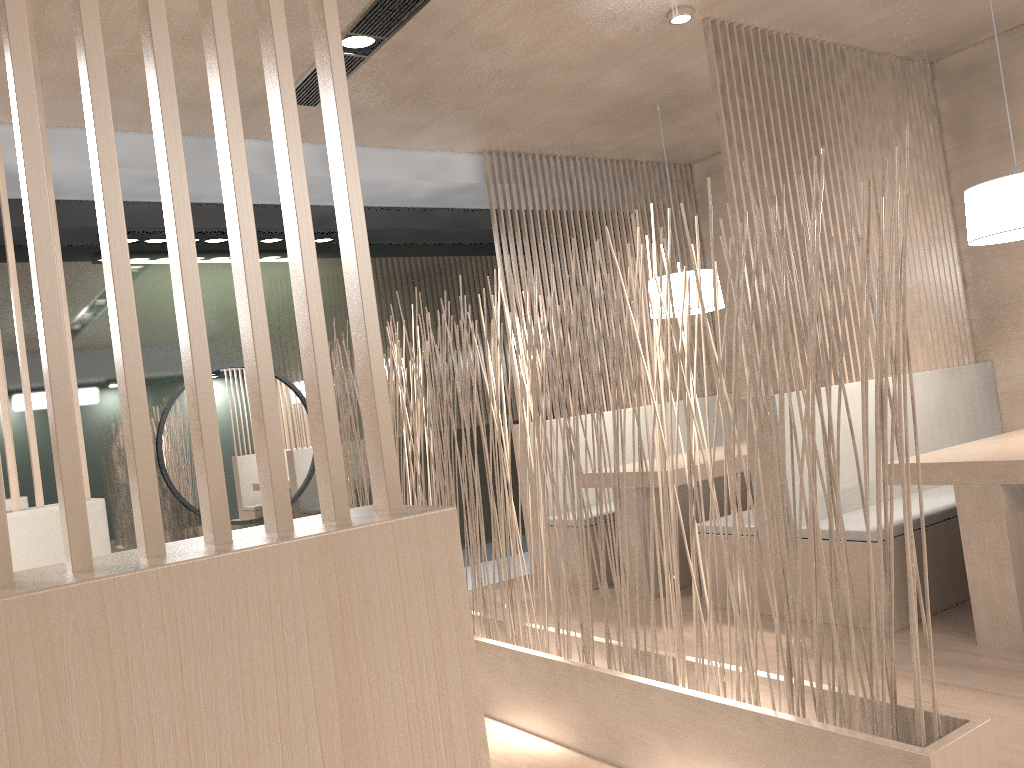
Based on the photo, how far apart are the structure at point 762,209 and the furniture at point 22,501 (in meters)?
1.96

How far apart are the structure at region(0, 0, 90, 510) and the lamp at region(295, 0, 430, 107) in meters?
1.0 m

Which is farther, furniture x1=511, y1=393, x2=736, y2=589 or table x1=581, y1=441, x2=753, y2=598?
furniture x1=511, y1=393, x2=736, y2=589

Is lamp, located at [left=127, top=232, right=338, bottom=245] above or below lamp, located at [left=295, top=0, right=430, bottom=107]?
below

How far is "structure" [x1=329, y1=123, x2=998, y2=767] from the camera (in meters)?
1.13

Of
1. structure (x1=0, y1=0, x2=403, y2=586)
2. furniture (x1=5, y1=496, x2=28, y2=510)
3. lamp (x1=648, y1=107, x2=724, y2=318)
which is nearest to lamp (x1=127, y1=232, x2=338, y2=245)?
furniture (x1=5, y1=496, x2=28, y2=510)

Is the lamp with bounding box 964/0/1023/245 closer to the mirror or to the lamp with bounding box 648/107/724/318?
the lamp with bounding box 648/107/724/318

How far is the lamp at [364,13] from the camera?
2.06m

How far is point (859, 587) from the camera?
2.1 meters

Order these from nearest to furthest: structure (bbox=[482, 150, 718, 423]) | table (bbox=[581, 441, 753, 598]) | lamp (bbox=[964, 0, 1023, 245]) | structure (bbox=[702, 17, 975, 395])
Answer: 1. lamp (bbox=[964, 0, 1023, 245])
2. structure (bbox=[702, 17, 975, 395])
3. table (bbox=[581, 441, 753, 598])
4. structure (bbox=[482, 150, 718, 423])
